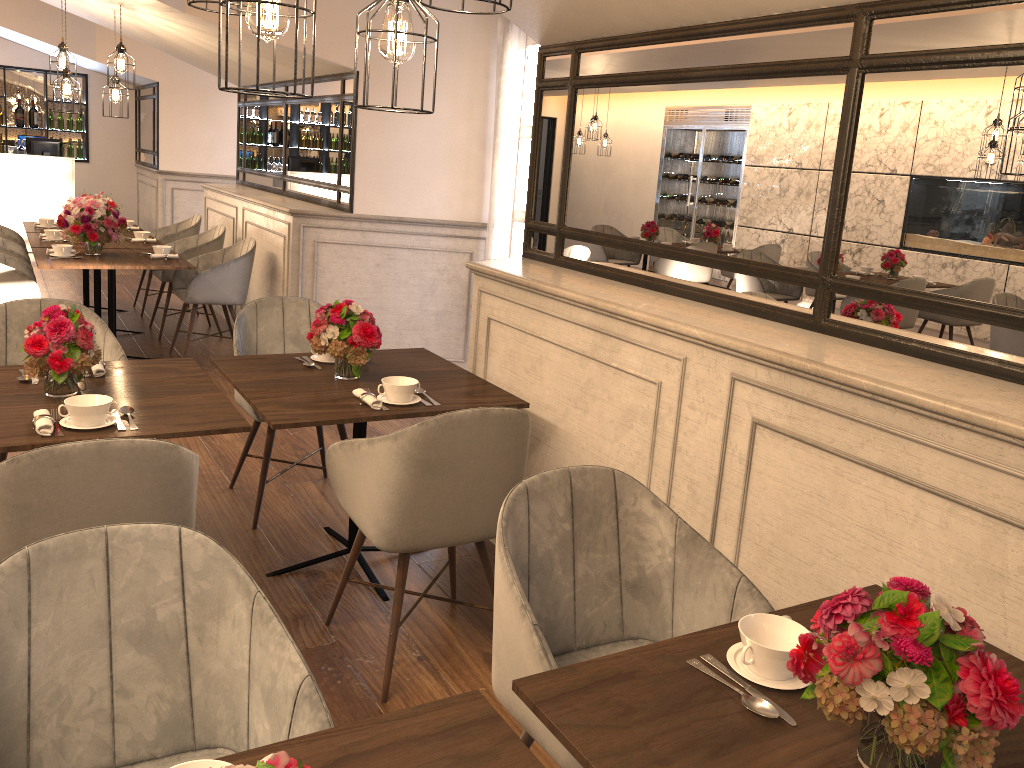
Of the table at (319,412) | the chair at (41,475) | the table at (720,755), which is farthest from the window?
the table at (720,755)

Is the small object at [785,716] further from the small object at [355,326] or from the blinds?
the blinds

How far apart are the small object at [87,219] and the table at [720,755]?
5.2 meters

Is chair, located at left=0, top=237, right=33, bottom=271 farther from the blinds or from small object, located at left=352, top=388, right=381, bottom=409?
small object, located at left=352, top=388, right=381, bottom=409

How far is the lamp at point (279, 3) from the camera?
1.6 meters

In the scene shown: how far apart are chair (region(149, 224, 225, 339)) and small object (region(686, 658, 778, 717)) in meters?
6.0 m

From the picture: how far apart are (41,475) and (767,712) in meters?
1.6

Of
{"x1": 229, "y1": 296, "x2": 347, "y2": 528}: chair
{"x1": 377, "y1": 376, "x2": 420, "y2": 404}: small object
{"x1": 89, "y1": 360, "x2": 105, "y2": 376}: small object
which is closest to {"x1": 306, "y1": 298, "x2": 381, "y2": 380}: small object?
{"x1": 377, "y1": 376, "x2": 420, "y2": 404}: small object

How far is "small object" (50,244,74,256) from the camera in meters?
5.6 m

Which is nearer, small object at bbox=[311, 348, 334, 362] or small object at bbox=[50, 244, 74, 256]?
small object at bbox=[311, 348, 334, 362]
